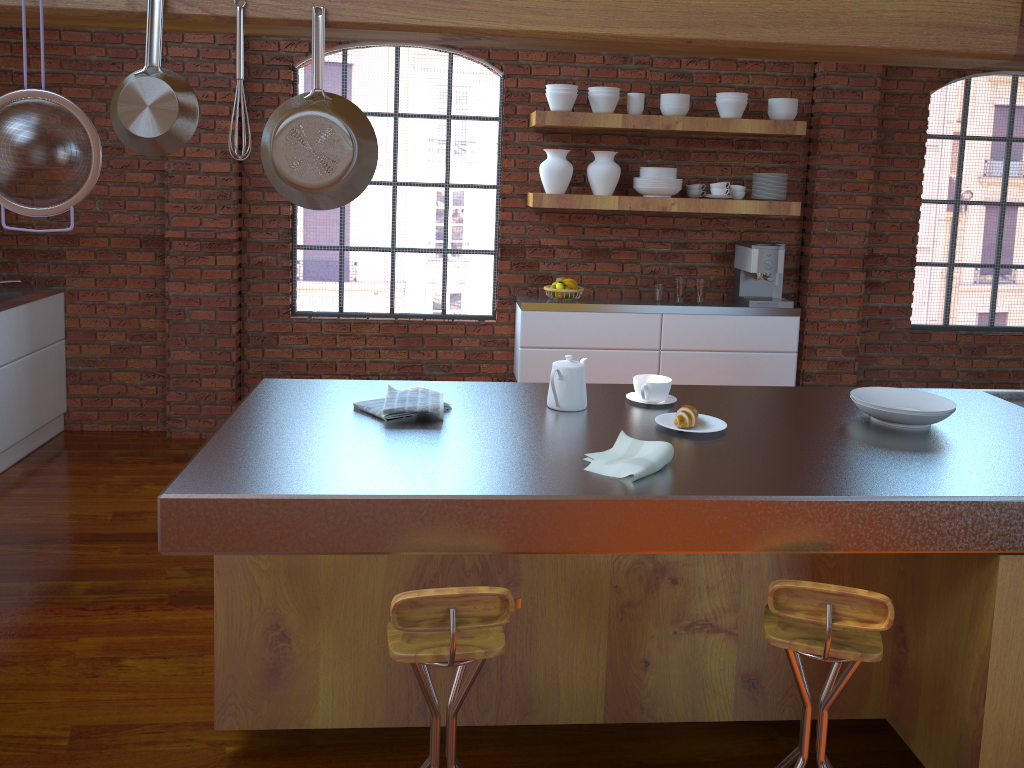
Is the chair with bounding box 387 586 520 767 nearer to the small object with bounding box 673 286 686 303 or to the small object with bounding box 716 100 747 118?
the small object with bounding box 673 286 686 303

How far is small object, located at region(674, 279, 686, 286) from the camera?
5.02m

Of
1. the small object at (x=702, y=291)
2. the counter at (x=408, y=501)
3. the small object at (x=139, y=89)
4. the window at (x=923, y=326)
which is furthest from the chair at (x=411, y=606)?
the window at (x=923, y=326)

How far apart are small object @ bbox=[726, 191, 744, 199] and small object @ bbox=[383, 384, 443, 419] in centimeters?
309cm

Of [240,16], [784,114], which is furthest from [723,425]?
[784,114]

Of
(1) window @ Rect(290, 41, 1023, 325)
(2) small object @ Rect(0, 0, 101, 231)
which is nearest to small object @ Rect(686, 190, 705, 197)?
(1) window @ Rect(290, 41, 1023, 325)

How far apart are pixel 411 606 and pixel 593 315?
3.3 meters

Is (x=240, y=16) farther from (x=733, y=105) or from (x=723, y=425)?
(x=733, y=105)

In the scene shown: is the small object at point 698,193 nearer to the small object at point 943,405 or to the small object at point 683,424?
the small object at point 943,405

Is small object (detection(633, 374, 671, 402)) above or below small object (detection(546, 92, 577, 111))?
below
